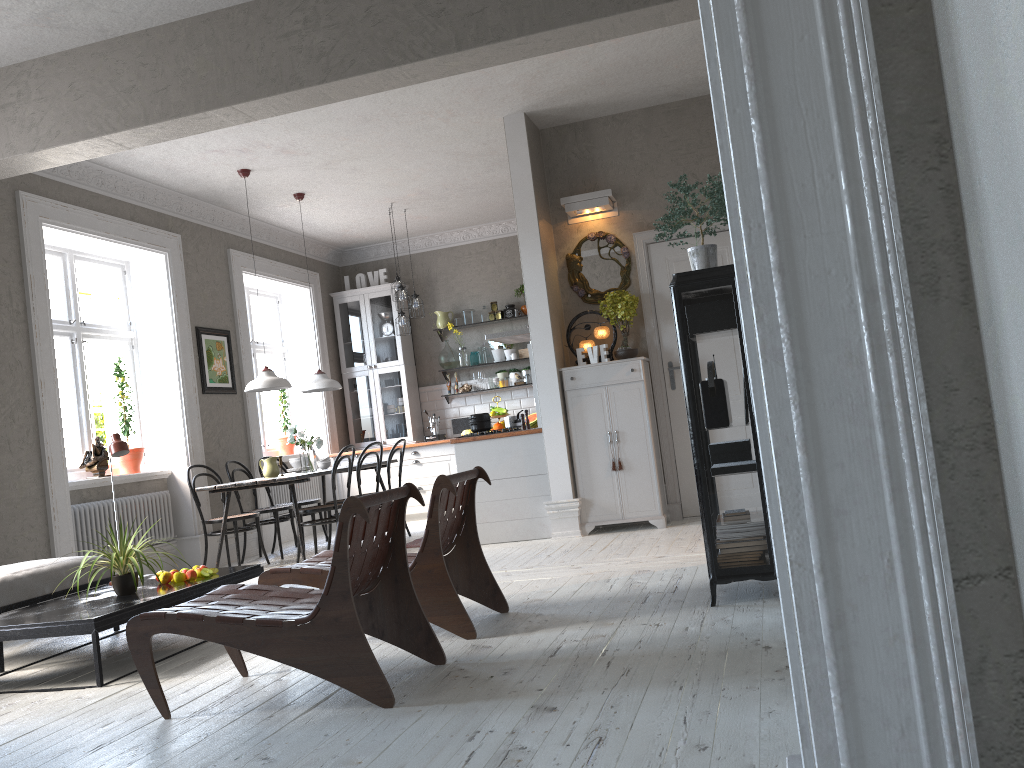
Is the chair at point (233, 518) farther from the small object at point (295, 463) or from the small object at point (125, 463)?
the small object at point (125, 463)

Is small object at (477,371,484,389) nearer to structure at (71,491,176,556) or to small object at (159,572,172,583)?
structure at (71,491,176,556)

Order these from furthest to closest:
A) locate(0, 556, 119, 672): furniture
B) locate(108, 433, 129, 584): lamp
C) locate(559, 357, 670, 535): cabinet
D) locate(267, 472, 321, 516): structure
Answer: locate(267, 472, 321, 516): structure < locate(559, 357, 670, 535): cabinet < locate(108, 433, 129, 584): lamp < locate(0, 556, 119, 672): furniture

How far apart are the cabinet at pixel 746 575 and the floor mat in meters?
4.2

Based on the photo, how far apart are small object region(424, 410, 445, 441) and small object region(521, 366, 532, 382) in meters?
1.2

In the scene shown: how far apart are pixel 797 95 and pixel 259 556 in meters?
7.8

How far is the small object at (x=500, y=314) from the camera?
10.33m

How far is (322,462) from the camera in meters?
8.1 m

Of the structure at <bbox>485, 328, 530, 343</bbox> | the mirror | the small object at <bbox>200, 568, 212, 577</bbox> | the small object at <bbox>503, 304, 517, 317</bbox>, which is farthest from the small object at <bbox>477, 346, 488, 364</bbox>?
the small object at <bbox>200, 568, 212, 577</bbox>

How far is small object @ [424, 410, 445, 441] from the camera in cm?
1027
